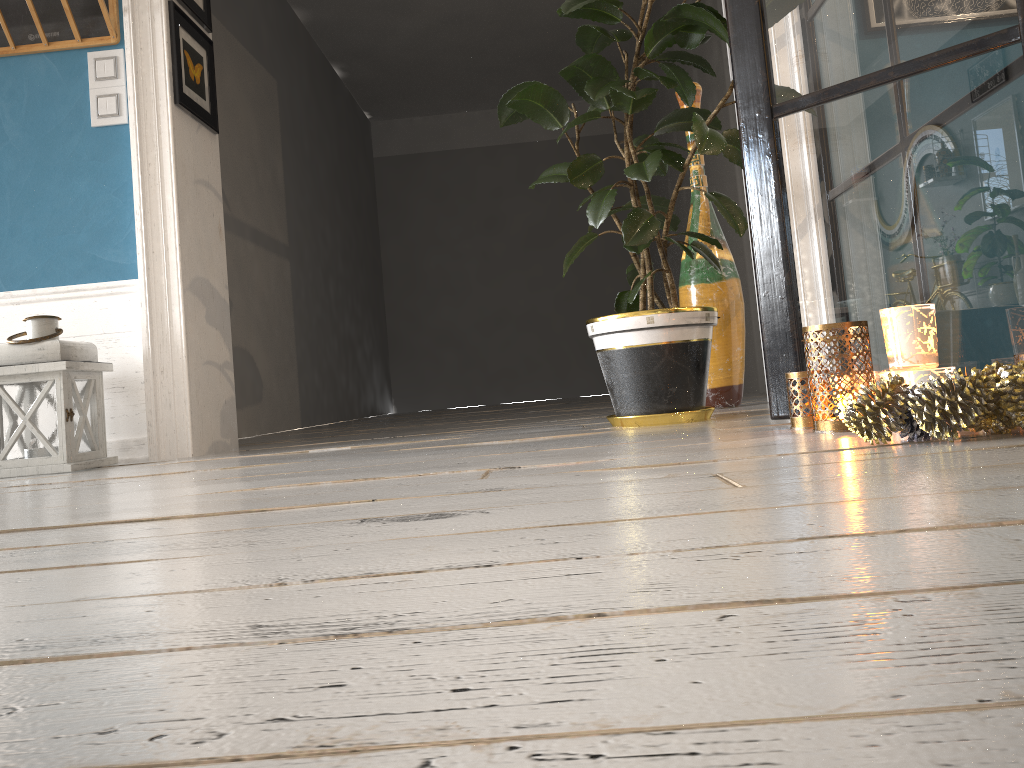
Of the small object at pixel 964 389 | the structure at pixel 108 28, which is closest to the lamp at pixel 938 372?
the small object at pixel 964 389

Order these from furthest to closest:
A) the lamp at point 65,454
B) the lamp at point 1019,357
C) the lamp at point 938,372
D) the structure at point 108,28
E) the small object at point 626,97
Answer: the structure at point 108,28 < the lamp at point 65,454 < the small object at point 626,97 < the lamp at point 1019,357 < the lamp at point 938,372

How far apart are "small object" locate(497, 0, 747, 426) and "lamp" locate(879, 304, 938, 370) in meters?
0.8

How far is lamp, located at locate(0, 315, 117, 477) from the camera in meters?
2.6

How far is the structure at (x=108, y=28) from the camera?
2.9m

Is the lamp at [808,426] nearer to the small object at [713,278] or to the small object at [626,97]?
the small object at [626,97]

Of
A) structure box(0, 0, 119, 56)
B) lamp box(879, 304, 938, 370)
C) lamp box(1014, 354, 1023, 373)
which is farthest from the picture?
lamp box(1014, 354, 1023, 373)

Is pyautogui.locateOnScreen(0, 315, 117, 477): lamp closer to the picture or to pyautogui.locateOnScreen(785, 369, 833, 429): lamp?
the picture

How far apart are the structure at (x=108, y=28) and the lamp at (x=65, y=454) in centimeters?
95cm

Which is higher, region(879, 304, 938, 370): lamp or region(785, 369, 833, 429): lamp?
region(879, 304, 938, 370): lamp
